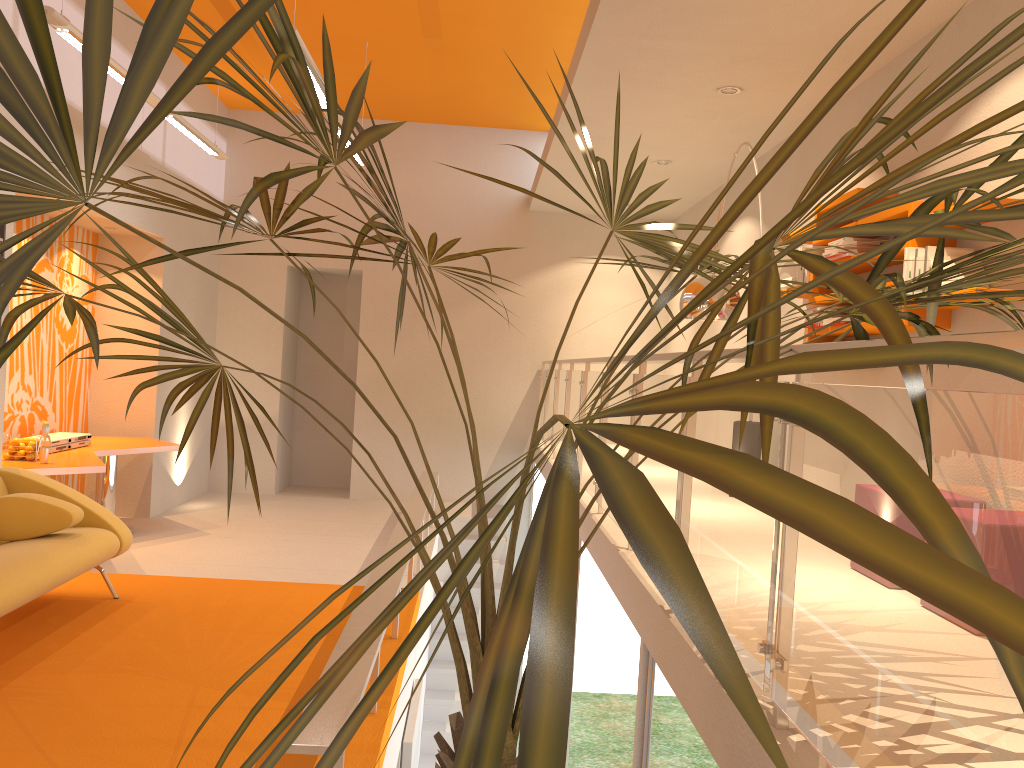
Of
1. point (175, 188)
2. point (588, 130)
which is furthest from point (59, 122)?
point (175, 188)

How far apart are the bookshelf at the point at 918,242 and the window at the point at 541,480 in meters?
5.0

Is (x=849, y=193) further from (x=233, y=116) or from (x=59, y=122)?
(x=233, y=116)

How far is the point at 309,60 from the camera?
5.0m

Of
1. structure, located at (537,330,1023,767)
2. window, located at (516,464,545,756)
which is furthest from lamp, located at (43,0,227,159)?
window, located at (516,464,545,756)

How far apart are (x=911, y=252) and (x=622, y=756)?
2.6 meters

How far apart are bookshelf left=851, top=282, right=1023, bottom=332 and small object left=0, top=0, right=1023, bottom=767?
1.6m

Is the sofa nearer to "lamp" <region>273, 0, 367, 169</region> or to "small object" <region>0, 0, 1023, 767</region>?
"small object" <region>0, 0, 1023, 767</region>

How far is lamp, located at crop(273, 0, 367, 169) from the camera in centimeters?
502cm

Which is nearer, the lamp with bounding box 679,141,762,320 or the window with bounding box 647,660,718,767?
the window with bounding box 647,660,718,767
